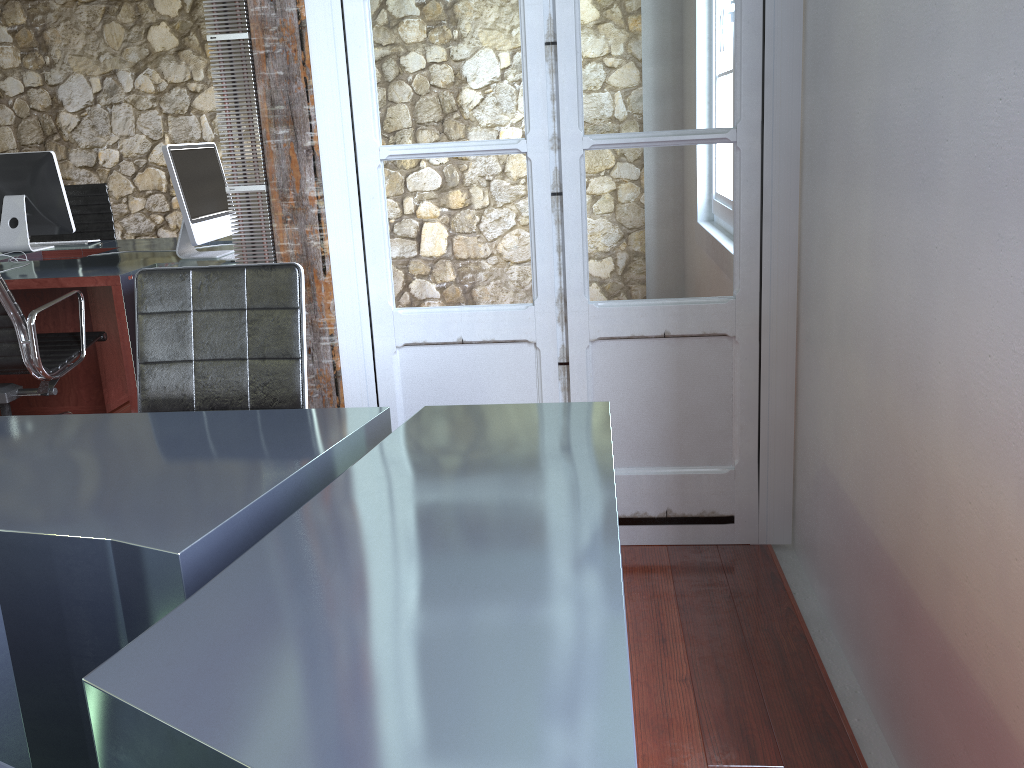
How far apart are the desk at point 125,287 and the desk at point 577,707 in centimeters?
169cm

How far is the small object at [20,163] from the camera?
4.32m

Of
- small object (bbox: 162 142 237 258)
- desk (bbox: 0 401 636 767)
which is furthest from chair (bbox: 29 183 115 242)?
desk (bbox: 0 401 636 767)

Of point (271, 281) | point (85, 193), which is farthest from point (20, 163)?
point (271, 281)

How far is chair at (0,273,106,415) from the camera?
3.1m

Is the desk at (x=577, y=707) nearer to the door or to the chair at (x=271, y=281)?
the chair at (x=271, y=281)

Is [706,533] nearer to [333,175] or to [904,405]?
[904,405]

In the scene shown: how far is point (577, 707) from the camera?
0.88m

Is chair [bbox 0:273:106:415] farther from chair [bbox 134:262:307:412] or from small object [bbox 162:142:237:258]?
→ chair [bbox 134:262:307:412]

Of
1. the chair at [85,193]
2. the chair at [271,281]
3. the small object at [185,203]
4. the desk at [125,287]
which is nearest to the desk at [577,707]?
the chair at [271,281]
